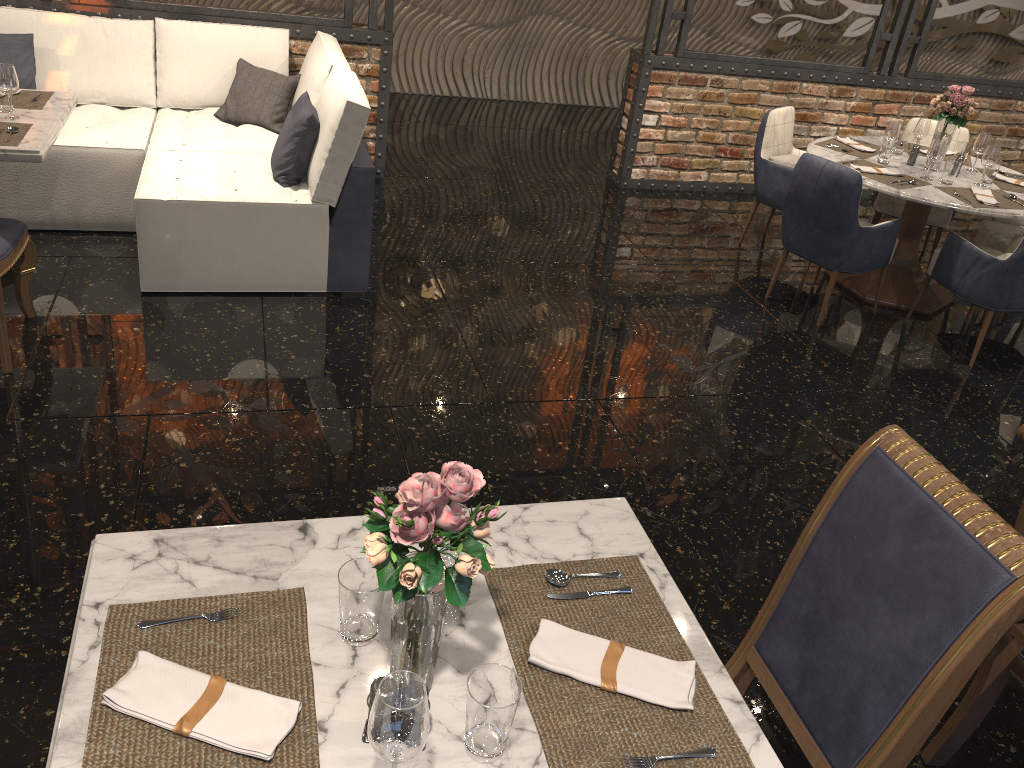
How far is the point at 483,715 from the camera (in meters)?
1.26

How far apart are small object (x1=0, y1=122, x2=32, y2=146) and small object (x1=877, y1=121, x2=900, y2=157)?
4.3 meters

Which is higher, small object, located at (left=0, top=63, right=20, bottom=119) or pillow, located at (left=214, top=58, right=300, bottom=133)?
small object, located at (left=0, top=63, right=20, bottom=119)

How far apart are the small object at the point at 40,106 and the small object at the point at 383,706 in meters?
3.6 m

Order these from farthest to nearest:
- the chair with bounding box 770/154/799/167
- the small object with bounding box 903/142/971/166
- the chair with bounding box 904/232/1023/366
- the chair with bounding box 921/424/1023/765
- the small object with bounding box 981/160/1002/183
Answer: the chair with bounding box 770/154/799/167 → the small object with bounding box 903/142/971/166 → the small object with bounding box 981/160/1002/183 → the chair with bounding box 904/232/1023/366 → the chair with bounding box 921/424/1023/765

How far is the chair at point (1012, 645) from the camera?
2.1 meters

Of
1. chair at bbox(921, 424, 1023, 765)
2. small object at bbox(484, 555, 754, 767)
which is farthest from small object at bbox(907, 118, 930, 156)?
small object at bbox(484, 555, 754, 767)

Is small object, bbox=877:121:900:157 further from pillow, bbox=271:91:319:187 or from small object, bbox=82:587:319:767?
small object, bbox=82:587:319:767

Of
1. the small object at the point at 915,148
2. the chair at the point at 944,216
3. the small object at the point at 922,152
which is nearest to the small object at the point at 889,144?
the small object at the point at 915,148

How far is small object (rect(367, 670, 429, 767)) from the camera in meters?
1.1
